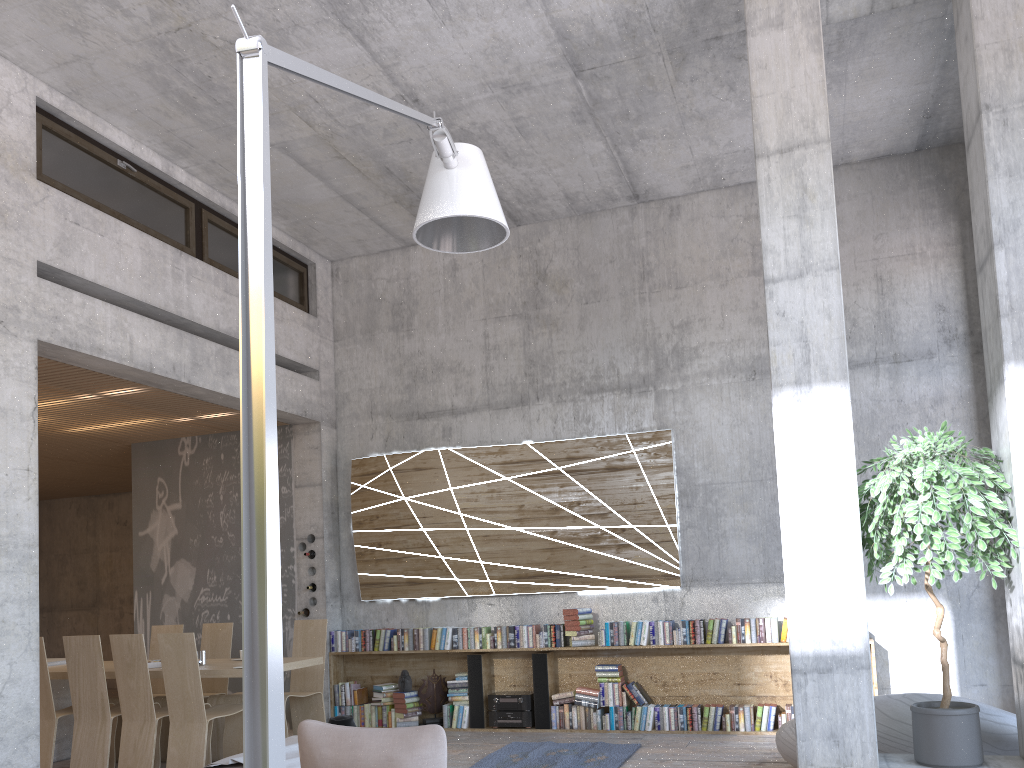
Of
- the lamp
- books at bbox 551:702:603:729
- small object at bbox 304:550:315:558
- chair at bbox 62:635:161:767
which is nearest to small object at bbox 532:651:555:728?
books at bbox 551:702:603:729

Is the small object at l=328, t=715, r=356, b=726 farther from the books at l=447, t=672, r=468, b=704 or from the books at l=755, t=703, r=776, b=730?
the books at l=755, t=703, r=776, b=730

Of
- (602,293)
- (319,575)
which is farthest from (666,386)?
(319,575)

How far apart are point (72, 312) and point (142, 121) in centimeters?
172cm

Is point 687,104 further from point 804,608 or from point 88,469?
point 88,469

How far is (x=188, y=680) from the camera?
6.27m

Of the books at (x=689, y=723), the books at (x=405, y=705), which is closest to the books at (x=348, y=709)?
the books at (x=405, y=705)

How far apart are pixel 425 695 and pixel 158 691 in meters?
2.5 m

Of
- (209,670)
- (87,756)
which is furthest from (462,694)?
(87,756)

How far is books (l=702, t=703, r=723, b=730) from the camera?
7.6m
